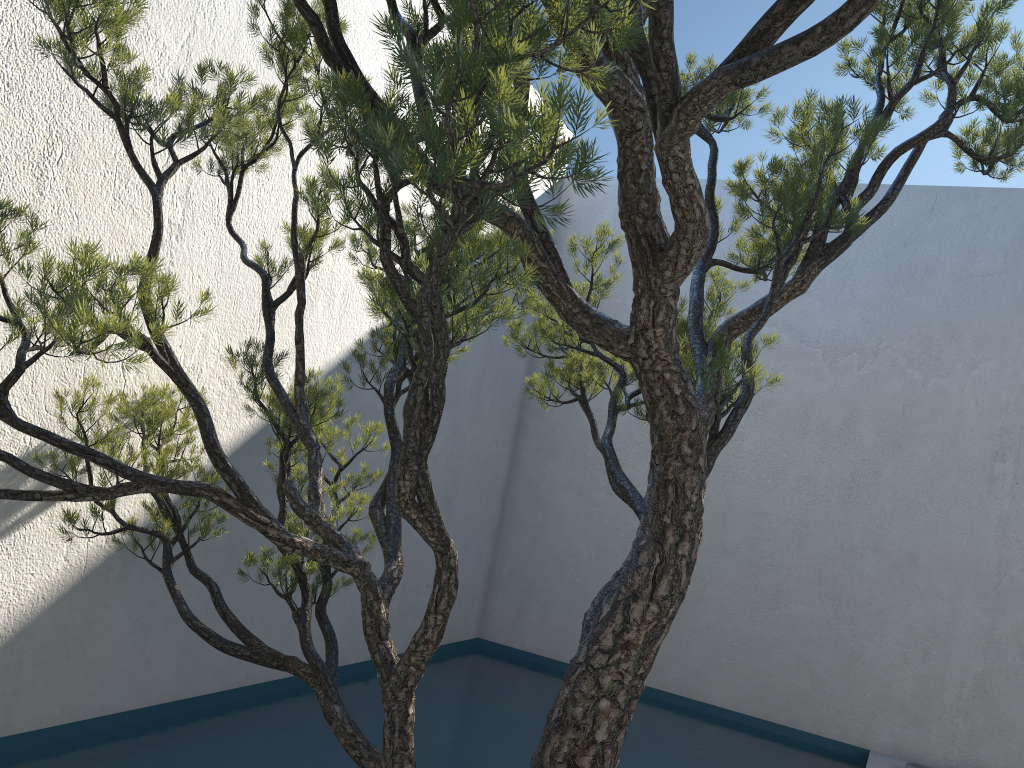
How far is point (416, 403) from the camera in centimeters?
148cm

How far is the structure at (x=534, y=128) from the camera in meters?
1.2 m

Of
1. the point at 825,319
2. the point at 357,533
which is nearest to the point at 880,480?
the point at 825,319

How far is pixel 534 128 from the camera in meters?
1.2

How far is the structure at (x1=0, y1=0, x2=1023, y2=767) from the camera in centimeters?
115cm
